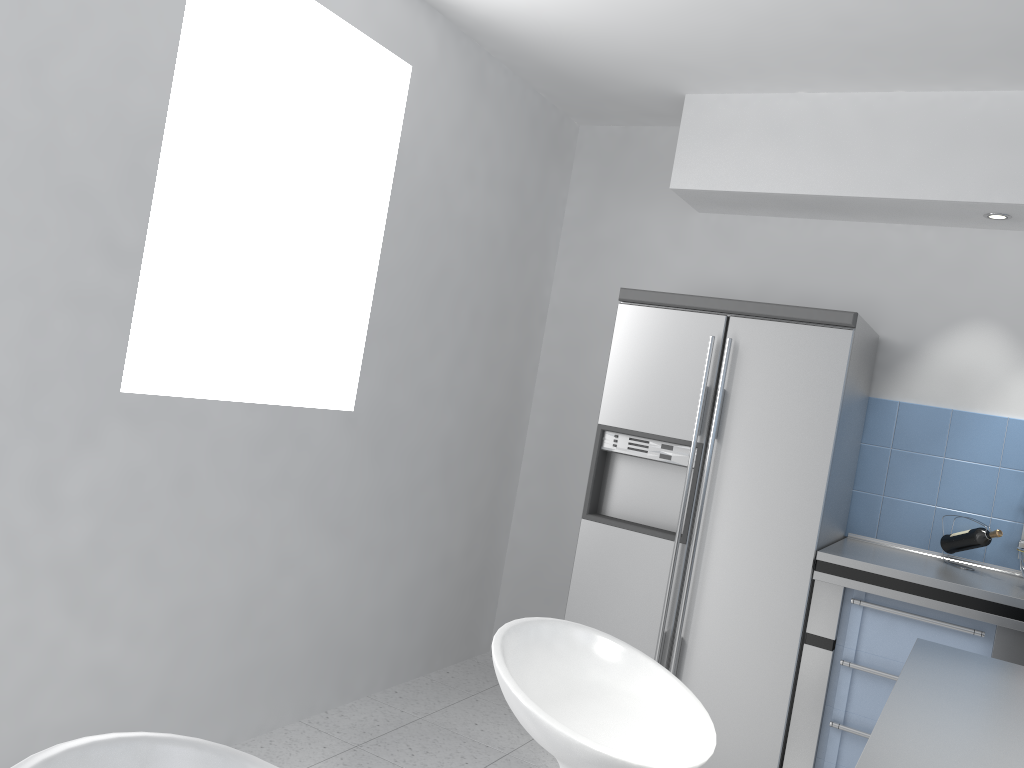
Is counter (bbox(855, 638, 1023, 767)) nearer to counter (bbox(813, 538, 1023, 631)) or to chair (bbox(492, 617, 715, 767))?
chair (bbox(492, 617, 715, 767))

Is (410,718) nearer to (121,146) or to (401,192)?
(401,192)

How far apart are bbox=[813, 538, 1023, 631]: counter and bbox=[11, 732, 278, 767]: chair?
2.5 meters

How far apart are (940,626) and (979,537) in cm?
49

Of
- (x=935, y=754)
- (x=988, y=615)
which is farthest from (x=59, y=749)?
(x=988, y=615)

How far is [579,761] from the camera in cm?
152

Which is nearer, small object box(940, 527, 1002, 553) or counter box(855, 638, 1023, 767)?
counter box(855, 638, 1023, 767)

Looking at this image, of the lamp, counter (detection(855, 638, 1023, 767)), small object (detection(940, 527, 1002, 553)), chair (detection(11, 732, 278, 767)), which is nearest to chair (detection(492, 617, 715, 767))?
counter (detection(855, 638, 1023, 767))

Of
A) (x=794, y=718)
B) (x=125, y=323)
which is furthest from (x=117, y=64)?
(x=794, y=718)

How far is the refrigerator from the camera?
3.2m
